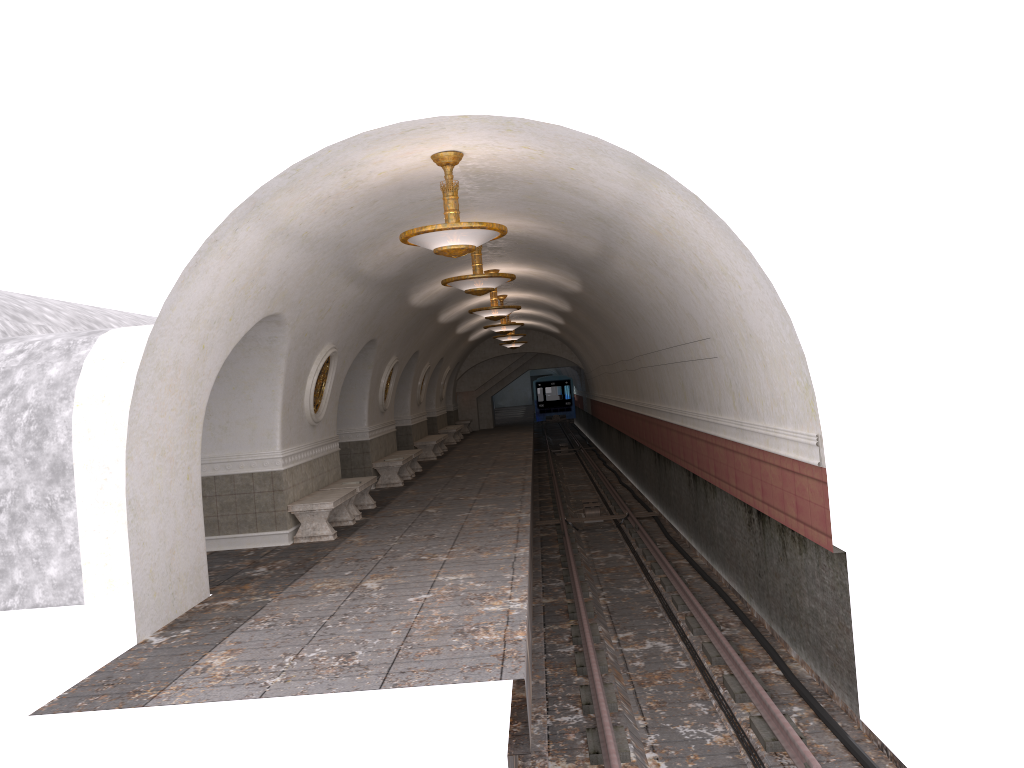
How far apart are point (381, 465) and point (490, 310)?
3.9m

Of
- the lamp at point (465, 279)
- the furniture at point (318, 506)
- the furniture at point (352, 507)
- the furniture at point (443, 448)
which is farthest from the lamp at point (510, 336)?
the lamp at point (465, 279)

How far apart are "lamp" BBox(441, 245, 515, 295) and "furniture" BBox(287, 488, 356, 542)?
3.2 meters

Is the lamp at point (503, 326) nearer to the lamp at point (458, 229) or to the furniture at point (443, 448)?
the furniture at point (443, 448)

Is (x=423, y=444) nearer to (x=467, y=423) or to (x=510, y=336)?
(x=510, y=336)

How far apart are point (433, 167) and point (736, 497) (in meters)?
Answer: 5.13

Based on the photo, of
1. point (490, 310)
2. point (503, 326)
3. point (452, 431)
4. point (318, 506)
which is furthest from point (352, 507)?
point (452, 431)

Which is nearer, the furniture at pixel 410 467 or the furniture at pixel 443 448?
the furniture at pixel 410 467

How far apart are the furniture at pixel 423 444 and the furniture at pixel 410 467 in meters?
3.0 m

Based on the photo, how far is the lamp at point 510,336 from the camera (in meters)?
26.01
